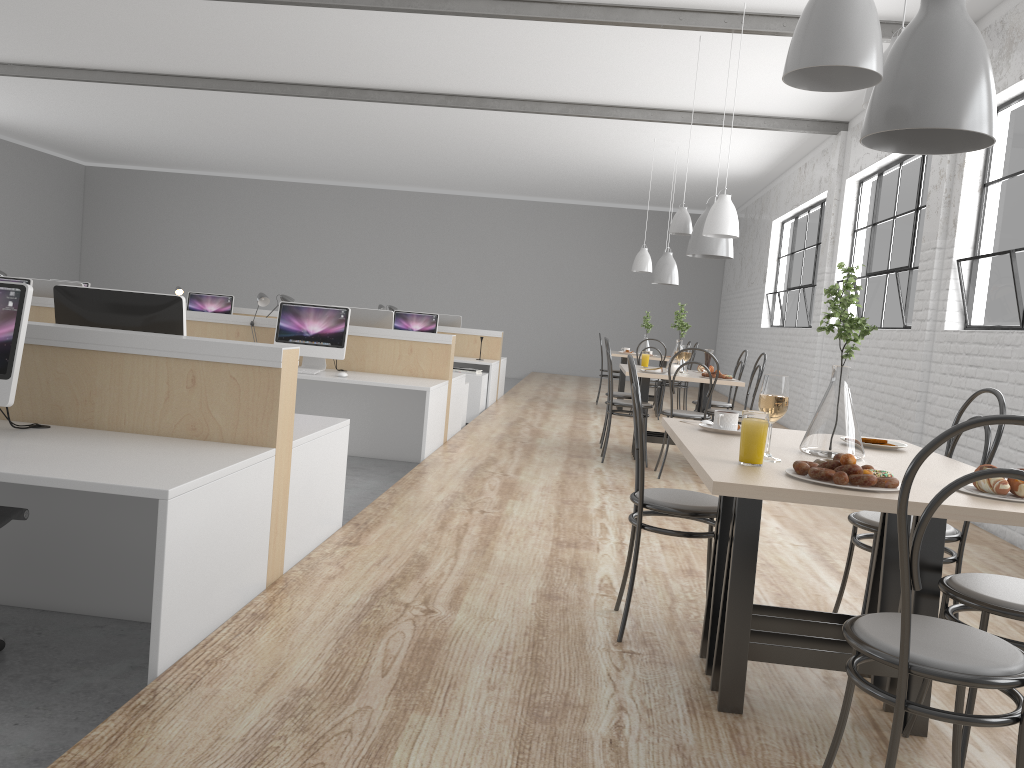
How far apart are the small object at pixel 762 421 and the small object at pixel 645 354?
3.9 meters

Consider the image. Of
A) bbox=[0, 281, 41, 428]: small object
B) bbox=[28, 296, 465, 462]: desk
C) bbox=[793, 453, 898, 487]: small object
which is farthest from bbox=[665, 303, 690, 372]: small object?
bbox=[0, 281, 41, 428]: small object

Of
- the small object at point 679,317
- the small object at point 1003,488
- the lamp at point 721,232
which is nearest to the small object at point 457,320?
the small object at point 679,317

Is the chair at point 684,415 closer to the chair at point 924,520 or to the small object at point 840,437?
the small object at point 840,437

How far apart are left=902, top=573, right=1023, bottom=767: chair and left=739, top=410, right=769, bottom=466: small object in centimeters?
41cm

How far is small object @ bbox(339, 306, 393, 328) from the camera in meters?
5.5

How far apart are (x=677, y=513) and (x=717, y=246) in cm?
311

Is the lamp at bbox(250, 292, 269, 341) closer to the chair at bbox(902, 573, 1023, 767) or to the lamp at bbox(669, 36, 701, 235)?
the lamp at bbox(669, 36, 701, 235)

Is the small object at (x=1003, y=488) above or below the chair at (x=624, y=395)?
above

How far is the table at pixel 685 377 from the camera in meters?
4.8 m
